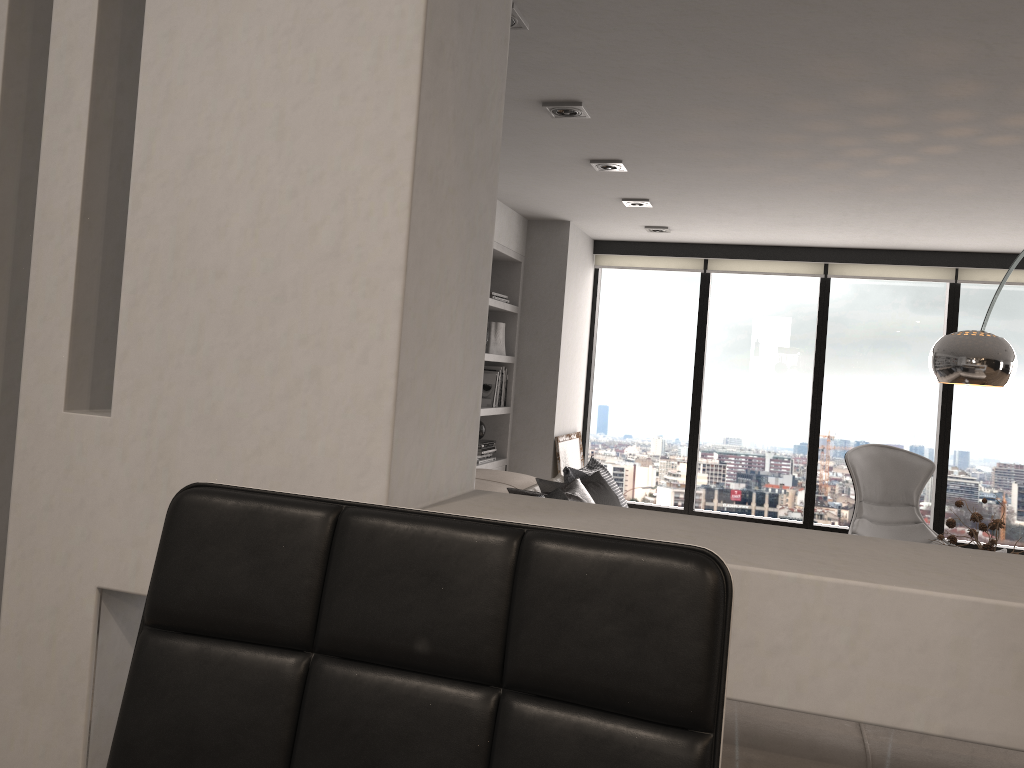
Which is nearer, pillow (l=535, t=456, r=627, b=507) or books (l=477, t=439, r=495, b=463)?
pillow (l=535, t=456, r=627, b=507)

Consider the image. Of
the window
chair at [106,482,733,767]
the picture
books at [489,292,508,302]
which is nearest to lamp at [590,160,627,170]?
books at [489,292,508,302]

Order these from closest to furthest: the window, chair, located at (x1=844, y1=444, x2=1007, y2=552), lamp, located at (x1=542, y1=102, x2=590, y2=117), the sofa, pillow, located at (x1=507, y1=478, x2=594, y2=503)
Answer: lamp, located at (x1=542, y1=102, x2=590, y2=117) < pillow, located at (x1=507, y1=478, x2=594, y2=503) < the sofa < chair, located at (x1=844, y1=444, x2=1007, y2=552) < the window

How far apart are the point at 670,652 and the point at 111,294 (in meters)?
1.23

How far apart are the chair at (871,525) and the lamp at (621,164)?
2.5 meters

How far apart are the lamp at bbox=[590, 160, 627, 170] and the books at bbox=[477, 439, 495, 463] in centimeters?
202cm

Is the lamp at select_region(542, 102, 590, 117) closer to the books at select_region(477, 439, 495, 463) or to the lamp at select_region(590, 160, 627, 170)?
the lamp at select_region(590, 160, 627, 170)

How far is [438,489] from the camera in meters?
1.4 m

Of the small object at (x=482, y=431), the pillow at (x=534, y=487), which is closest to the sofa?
the pillow at (x=534, y=487)

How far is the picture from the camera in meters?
6.1
